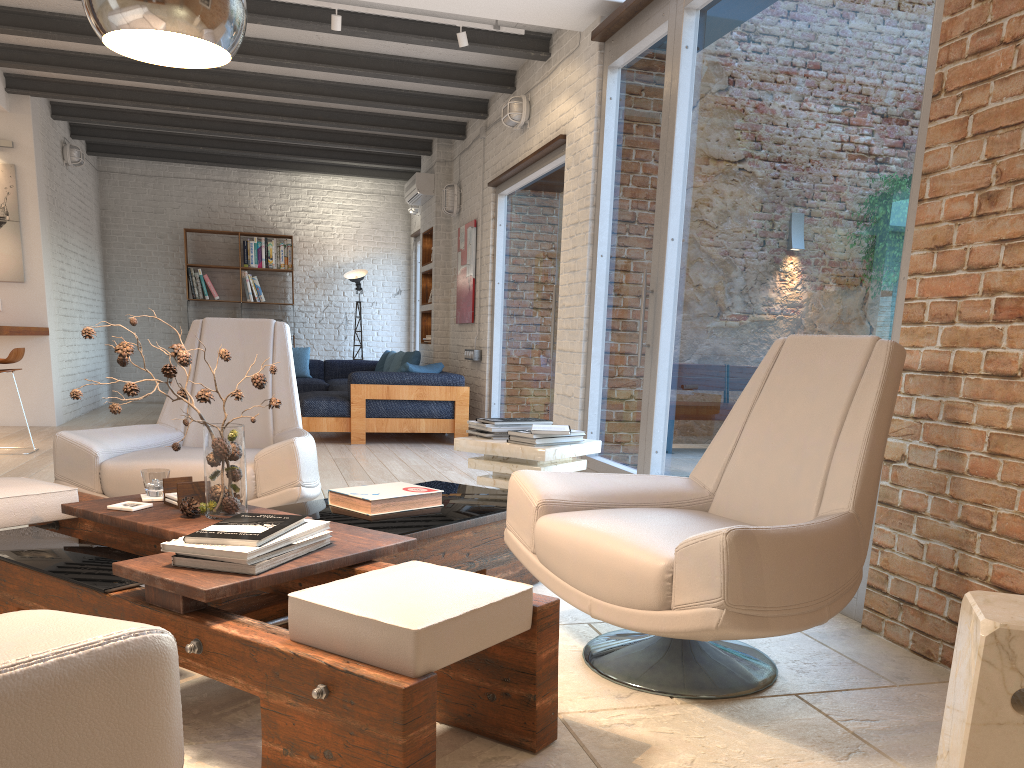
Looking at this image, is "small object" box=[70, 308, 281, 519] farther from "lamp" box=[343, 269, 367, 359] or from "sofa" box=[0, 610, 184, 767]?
"lamp" box=[343, 269, 367, 359]

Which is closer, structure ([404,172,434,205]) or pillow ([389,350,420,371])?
pillow ([389,350,420,371])

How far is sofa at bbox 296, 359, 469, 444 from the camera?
7.8m

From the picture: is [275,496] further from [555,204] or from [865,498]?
[555,204]

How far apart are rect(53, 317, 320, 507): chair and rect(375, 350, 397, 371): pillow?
6.3 meters

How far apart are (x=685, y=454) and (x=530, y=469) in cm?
109

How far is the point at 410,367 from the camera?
8.0 meters

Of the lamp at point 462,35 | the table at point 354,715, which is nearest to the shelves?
the lamp at point 462,35

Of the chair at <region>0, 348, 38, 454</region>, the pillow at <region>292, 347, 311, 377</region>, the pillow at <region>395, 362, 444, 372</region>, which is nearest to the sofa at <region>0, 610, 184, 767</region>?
the chair at <region>0, 348, 38, 454</region>

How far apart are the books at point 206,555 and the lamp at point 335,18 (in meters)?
4.34
